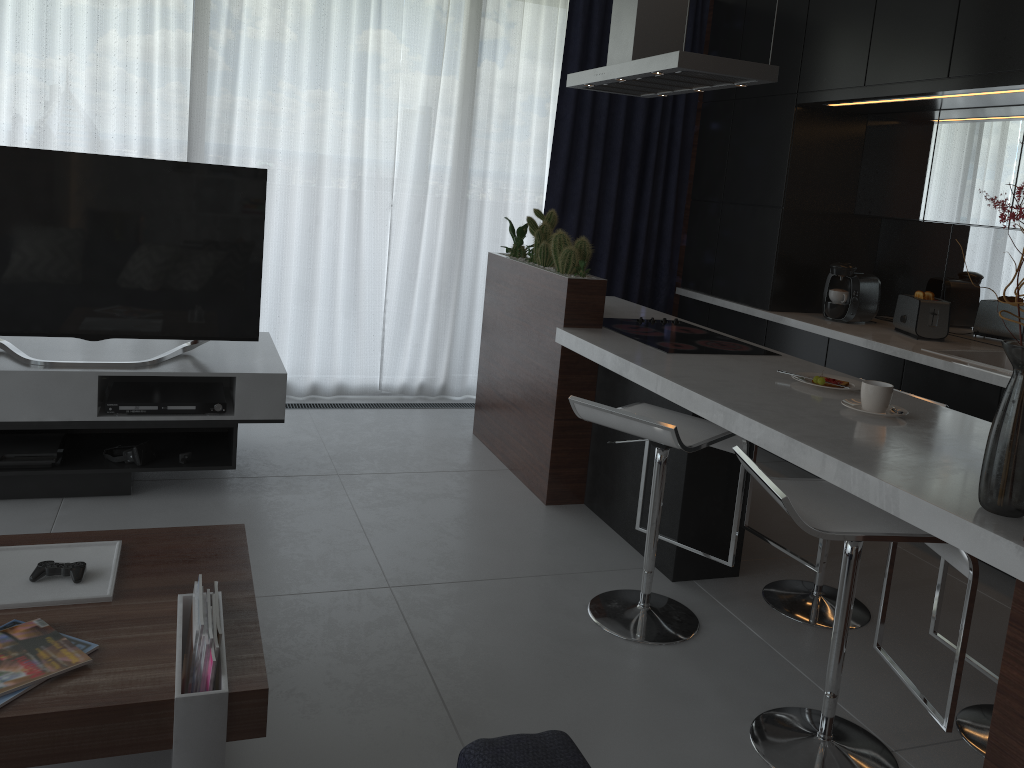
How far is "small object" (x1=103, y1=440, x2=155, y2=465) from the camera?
3.39m

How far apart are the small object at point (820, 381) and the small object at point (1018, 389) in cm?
50

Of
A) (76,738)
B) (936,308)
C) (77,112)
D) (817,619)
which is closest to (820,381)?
(817,619)

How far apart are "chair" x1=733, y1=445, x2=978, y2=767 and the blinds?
3.1 meters

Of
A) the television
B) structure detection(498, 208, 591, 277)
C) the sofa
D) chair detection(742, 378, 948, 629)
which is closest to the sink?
chair detection(742, 378, 948, 629)

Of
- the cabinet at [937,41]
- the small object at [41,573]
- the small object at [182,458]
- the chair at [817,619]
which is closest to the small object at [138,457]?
the small object at [182,458]

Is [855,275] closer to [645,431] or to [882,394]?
[882,394]

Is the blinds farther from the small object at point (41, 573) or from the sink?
the small object at point (41, 573)

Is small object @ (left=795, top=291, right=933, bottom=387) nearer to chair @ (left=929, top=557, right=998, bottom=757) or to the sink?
the sink

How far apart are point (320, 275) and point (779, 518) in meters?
2.8
